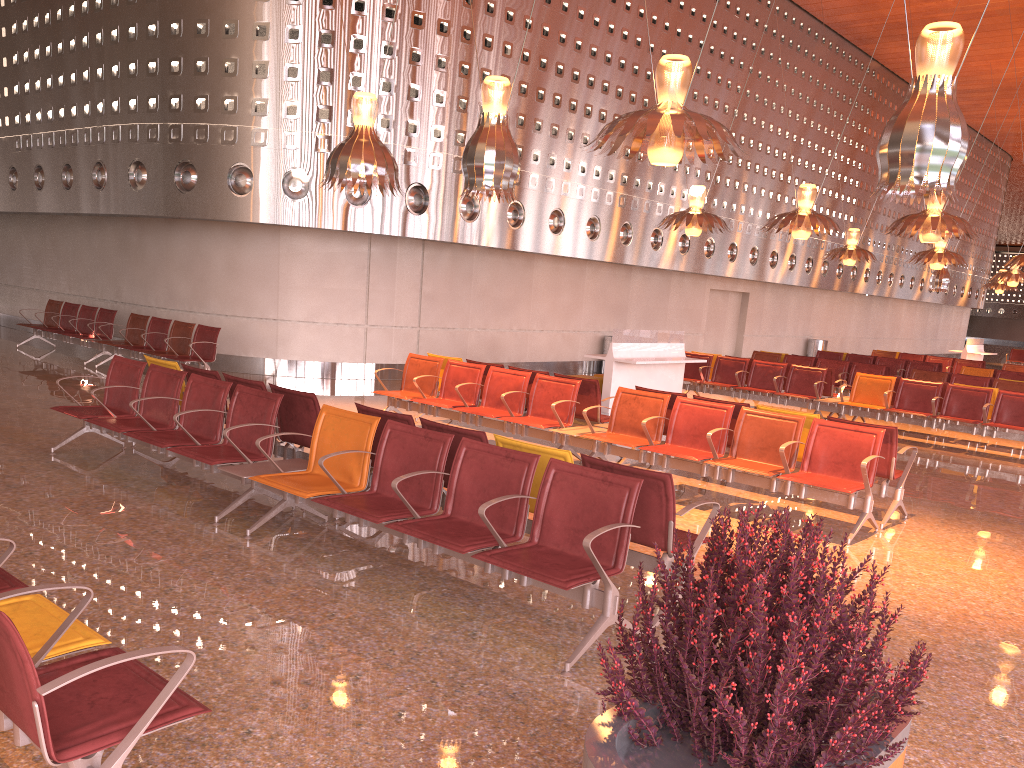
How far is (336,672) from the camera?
3.8m
